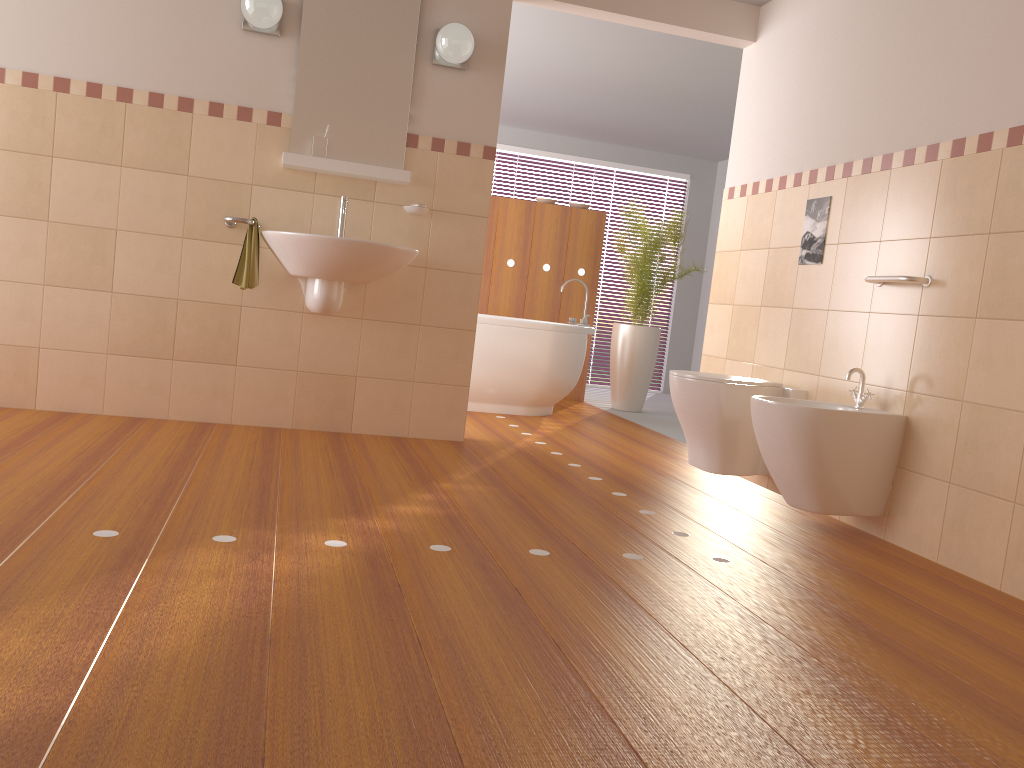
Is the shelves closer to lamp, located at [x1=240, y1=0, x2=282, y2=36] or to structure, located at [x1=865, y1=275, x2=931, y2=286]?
lamp, located at [x1=240, y1=0, x2=282, y2=36]

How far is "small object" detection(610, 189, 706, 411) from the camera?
6.4 meters

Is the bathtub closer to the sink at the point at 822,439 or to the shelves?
the shelves

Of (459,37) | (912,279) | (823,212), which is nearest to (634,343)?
(823,212)

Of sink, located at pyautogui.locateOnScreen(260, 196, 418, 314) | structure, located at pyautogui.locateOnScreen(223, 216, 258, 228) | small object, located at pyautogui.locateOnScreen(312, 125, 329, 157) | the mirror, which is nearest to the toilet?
sink, located at pyautogui.locateOnScreen(260, 196, 418, 314)

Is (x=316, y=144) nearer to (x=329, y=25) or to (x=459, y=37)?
(x=329, y=25)

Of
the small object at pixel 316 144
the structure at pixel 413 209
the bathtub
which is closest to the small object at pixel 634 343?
the bathtub

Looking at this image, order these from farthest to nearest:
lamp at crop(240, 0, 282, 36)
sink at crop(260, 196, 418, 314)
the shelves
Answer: the shelves → lamp at crop(240, 0, 282, 36) → sink at crop(260, 196, 418, 314)

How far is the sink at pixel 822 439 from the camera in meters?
3.0 m

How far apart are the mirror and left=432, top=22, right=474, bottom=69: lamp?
0.1 meters
